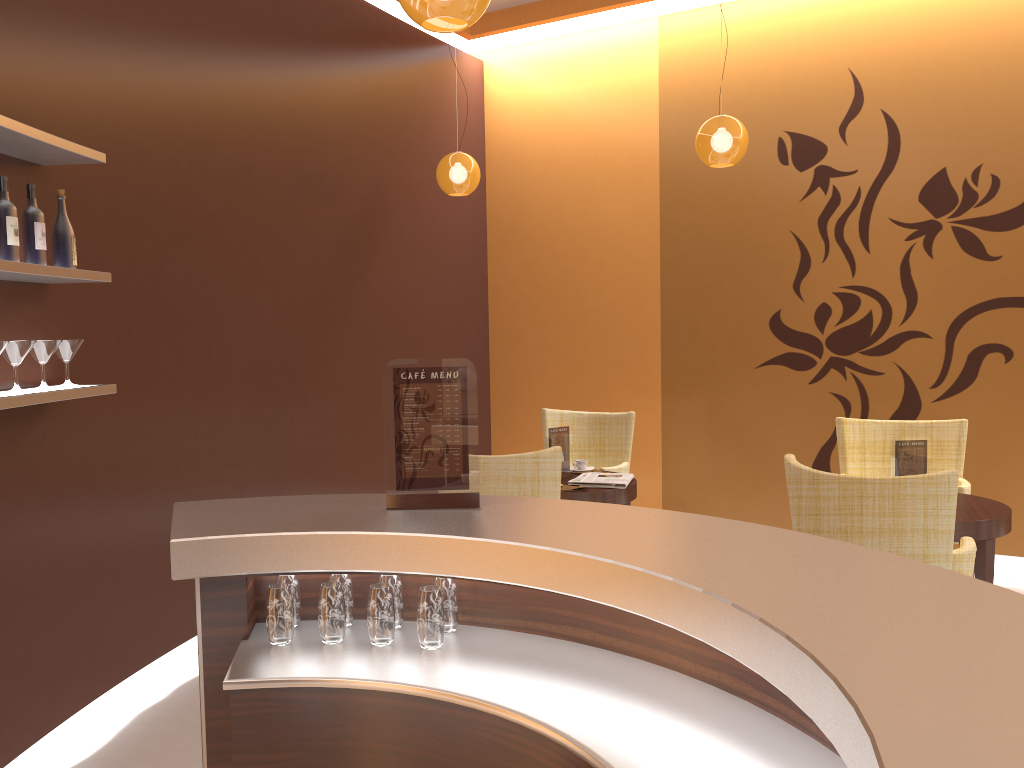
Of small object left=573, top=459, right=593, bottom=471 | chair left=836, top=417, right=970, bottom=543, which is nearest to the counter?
small object left=573, top=459, right=593, bottom=471

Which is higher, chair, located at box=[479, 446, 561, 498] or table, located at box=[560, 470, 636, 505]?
chair, located at box=[479, 446, 561, 498]

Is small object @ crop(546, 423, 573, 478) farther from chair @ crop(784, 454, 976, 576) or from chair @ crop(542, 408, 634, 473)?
chair @ crop(784, 454, 976, 576)

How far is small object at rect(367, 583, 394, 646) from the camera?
2.15m

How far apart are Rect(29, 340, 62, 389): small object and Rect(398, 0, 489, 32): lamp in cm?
170

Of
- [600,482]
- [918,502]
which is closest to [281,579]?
[918,502]

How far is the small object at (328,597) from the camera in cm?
217

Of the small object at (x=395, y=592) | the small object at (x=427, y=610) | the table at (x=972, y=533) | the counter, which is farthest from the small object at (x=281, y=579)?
the table at (x=972, y=533)

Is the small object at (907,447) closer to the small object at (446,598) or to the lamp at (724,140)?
the lamp at (724,140)

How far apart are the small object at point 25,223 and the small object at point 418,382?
1.5m
